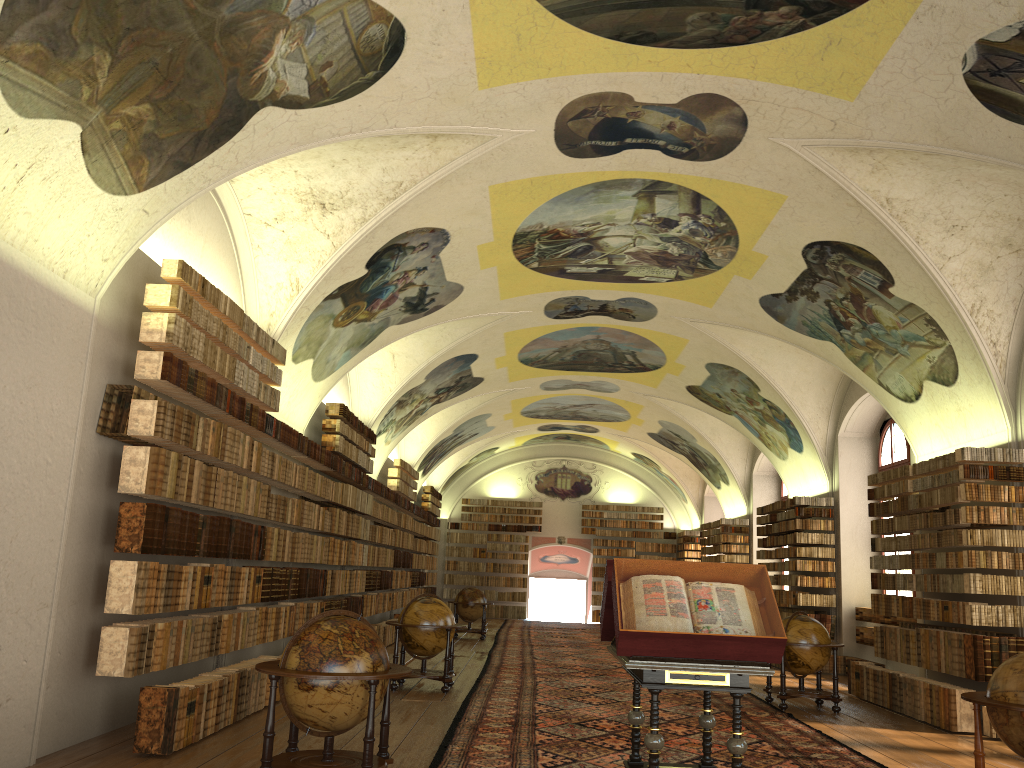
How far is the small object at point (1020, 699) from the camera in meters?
6.9 m

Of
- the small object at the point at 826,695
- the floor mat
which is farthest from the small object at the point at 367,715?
the small object at the point at 826,695

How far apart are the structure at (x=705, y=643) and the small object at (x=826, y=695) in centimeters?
590cm

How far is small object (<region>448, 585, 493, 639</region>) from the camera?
24.1m

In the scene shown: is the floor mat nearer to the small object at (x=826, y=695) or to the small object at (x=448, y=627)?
the small object at (x=826, y=695)

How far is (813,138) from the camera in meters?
11.0 m

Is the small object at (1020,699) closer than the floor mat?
Yes

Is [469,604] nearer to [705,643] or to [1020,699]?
[705,643]

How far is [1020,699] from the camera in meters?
6.9 m

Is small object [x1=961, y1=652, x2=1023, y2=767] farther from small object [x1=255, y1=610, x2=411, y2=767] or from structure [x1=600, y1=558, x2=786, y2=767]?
small object [x1=255, y1=610, x2=411, y2=767]
